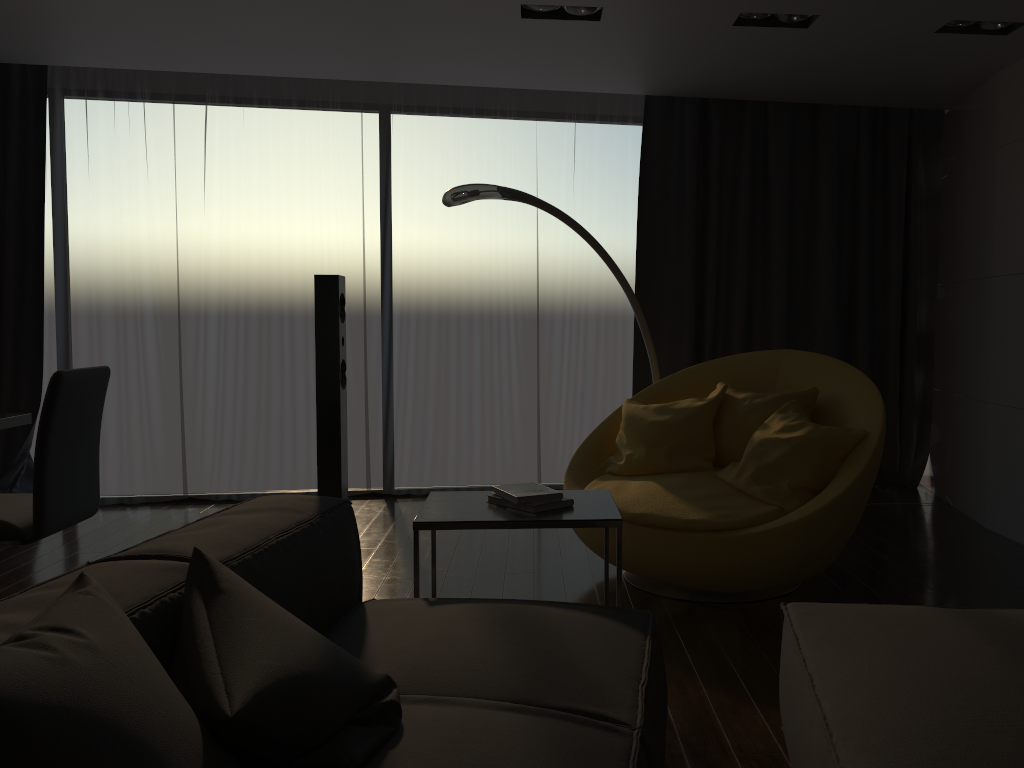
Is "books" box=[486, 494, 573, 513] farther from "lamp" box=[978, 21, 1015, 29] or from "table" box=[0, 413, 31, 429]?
"lamp" box=[978, 21, 1015, 29]

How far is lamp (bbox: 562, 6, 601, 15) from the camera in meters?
3.9 m

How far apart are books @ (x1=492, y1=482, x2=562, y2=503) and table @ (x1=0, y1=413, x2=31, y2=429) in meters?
2.1 m

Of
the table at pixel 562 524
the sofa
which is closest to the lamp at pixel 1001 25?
the table at pixel 562 524

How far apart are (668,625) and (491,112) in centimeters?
363cm

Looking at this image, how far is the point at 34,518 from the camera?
3.02m

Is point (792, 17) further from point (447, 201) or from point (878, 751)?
point (878, 751)

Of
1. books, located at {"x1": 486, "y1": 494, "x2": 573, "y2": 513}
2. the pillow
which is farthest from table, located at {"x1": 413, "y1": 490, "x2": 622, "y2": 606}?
the pillow

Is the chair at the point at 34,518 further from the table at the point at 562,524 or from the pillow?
the pillow

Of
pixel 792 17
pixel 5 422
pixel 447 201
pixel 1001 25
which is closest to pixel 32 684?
pixel 5 422
